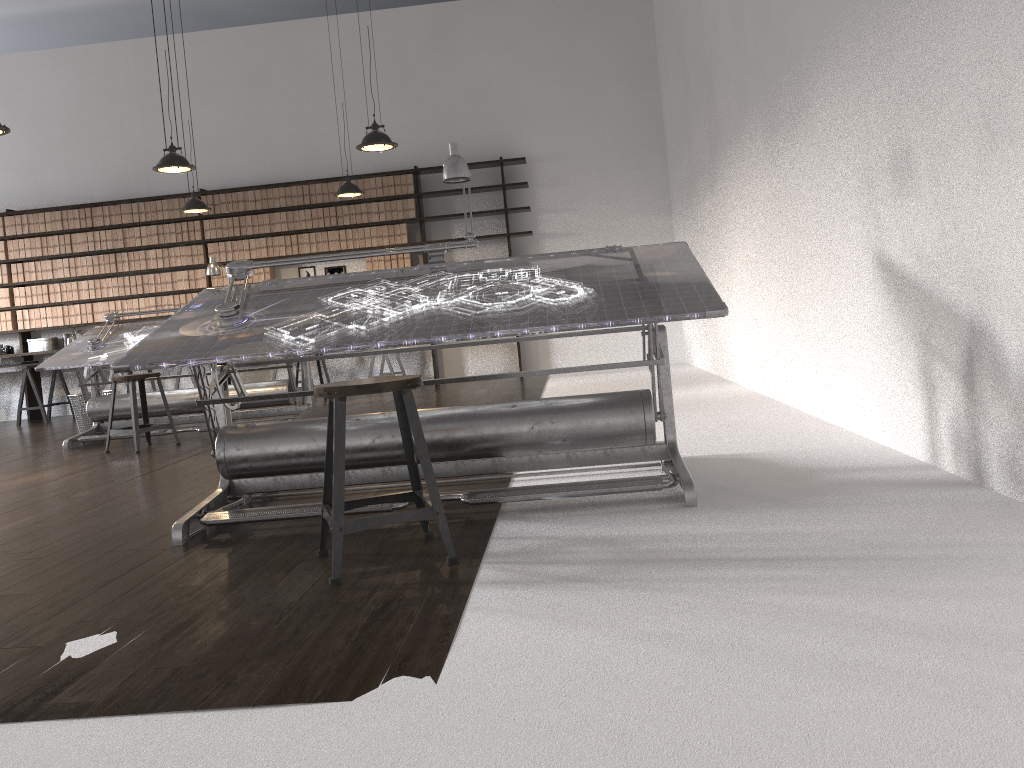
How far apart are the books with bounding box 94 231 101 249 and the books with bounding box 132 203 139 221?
Result: 0.5 meters

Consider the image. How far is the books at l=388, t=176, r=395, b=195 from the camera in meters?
9.8 m

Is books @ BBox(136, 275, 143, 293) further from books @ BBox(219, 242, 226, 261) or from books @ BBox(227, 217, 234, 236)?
books @ BBox(227, 217, 234, 236)

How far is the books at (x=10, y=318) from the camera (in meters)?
10.26

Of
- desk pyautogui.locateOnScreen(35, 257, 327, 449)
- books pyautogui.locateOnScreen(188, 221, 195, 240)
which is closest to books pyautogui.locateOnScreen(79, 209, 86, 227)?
books pyautogui.locateOnScreen(188, 221, 195, 240)

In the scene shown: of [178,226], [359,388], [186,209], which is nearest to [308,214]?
[178,226]

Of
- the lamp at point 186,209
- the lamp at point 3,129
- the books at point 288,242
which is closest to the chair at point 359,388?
the lamp at point 3,129

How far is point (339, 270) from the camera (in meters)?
10.21

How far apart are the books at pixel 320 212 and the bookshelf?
1.1 meters

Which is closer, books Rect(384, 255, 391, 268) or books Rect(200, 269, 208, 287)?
books Rect(384, 255, 391, 268)
